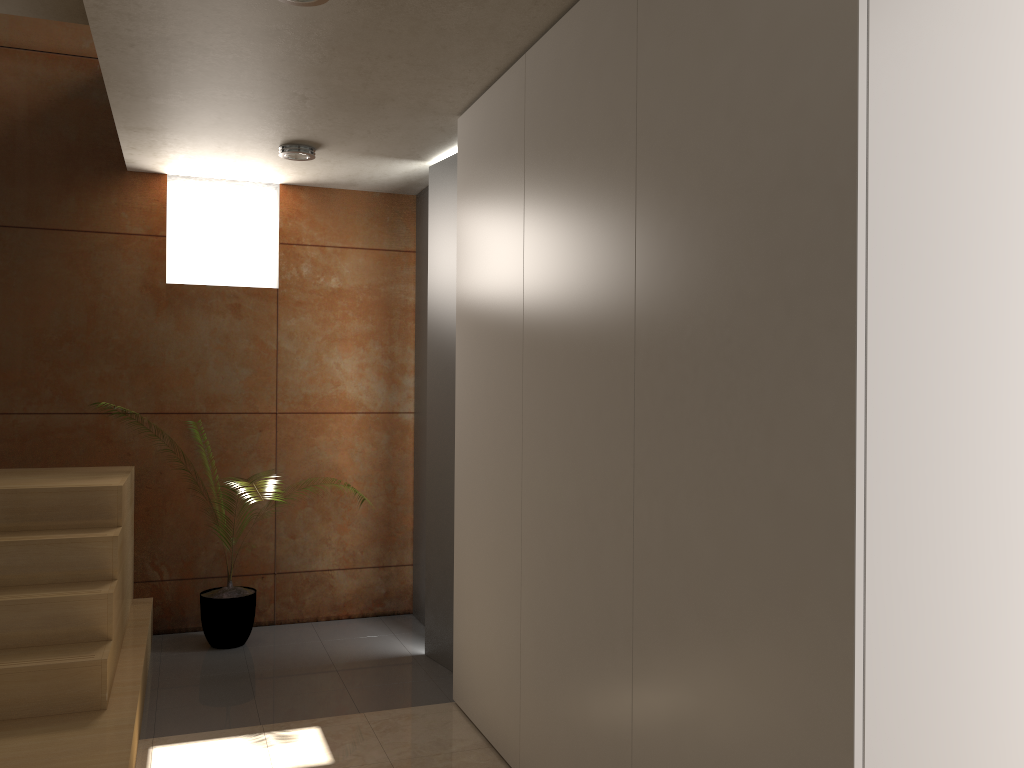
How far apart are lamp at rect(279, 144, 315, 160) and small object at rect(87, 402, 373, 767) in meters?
2.2

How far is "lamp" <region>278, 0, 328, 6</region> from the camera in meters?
2.6 m

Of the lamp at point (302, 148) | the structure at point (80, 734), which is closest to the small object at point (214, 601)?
the structure at point (80, 734)

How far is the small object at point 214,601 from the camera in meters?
4.5 m

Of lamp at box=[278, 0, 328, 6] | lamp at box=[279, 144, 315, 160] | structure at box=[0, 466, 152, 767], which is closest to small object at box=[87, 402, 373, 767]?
structure at box=[0, 466, 152, 767]

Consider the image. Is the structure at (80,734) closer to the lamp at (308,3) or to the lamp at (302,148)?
the lamp at (302,148)

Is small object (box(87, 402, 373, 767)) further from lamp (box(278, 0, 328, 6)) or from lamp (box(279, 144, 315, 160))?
lamp (box(278, 0, 328, 6))

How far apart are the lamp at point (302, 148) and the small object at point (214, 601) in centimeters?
224cm

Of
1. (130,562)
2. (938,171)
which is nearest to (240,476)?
(130,562)

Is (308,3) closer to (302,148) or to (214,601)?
(302,148)
